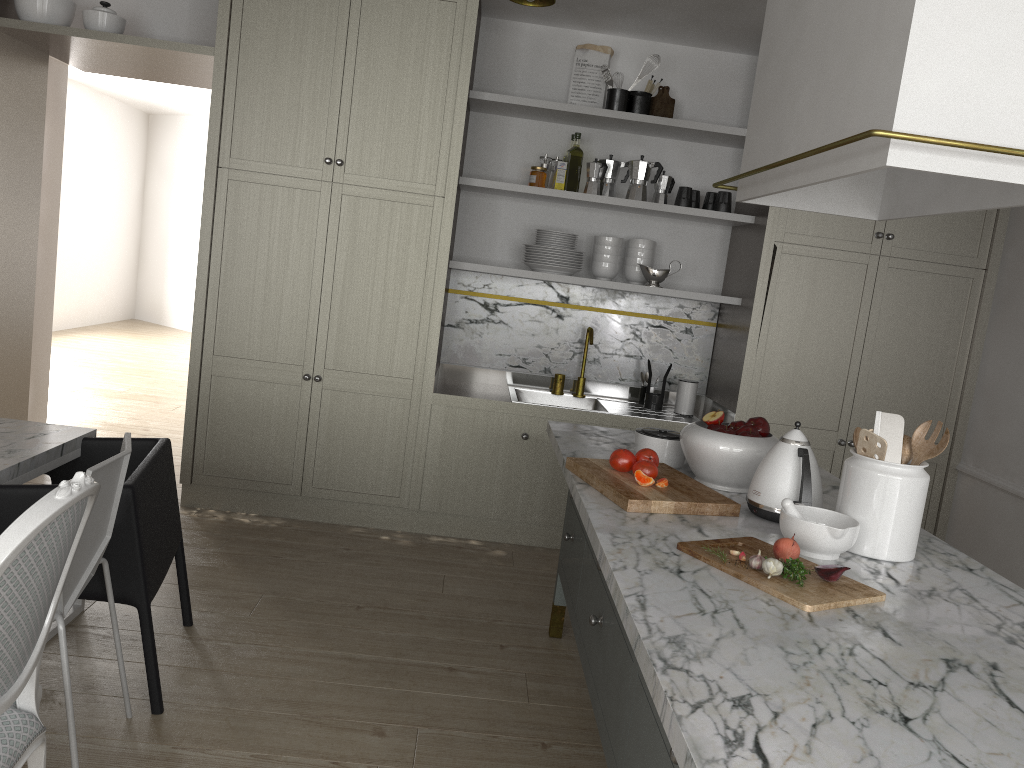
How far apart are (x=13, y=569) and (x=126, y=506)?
0.89m

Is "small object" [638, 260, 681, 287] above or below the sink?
above

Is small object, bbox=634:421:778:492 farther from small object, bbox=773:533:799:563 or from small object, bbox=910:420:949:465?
small object, bbox=773:533:799:563

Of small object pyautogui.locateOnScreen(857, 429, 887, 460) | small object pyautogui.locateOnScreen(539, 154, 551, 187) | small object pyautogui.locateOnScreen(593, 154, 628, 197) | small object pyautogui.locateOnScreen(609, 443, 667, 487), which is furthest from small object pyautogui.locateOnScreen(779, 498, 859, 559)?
small object pyautogui.locateOnScreen(539, 154, 551, 187)

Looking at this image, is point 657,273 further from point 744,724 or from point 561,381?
point 744,724

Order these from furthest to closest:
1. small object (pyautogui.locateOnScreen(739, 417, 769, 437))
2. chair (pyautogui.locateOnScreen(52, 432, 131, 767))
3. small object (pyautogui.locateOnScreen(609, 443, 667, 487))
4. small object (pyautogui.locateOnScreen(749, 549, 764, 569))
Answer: small object (pyautogui.locateOnScreen(739, 417, 769, 437)), small object (pyautogui.locateOnScreen(609, 443, 667, 487)), chair (pyautogui.locateOnScreen(52, 432, 131, 767)), small object (pyautogui.locateOnScreen(749, 549, 764, 569))

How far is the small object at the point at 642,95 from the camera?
4.05m

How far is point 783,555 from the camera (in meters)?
1.69

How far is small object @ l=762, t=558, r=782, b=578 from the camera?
1.60m

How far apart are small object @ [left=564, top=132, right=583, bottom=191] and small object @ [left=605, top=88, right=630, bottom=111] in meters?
0.2 m
